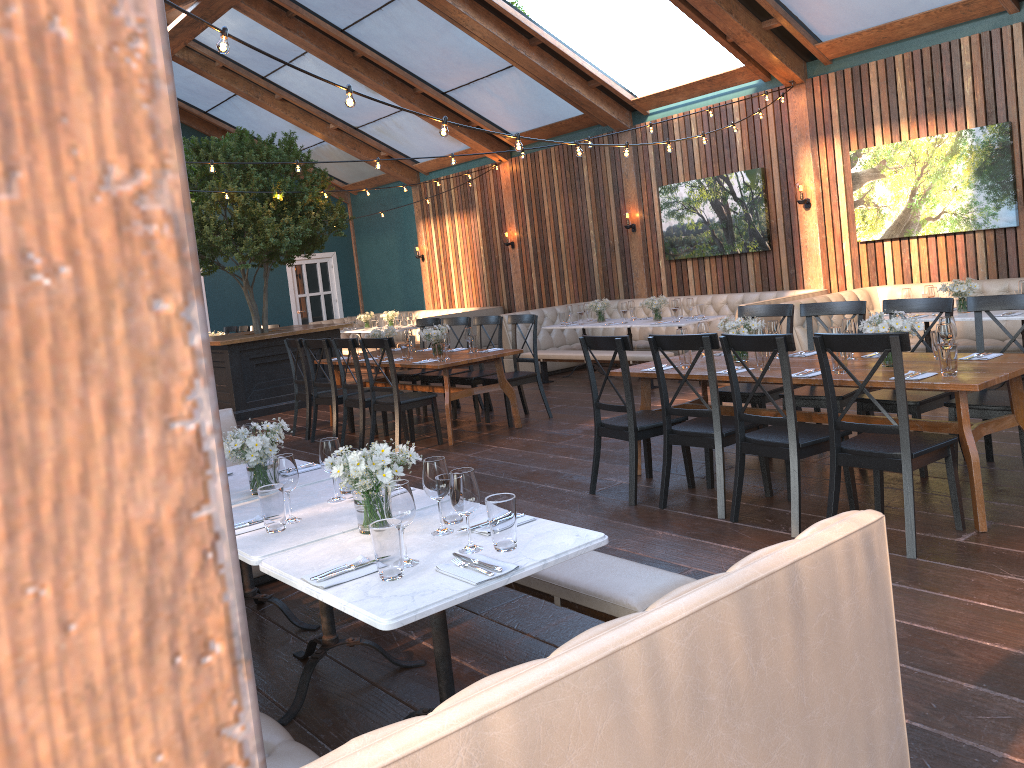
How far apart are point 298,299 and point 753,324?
13.82m

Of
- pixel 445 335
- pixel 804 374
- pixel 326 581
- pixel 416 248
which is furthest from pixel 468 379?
pixel 416 248

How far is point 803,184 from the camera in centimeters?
996cm

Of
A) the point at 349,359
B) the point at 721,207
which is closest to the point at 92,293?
the point at 349,359

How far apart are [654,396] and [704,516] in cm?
427

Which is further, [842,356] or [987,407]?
[987,407]

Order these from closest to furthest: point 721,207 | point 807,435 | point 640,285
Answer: point 807,435 → point 721,207 → point 640,285

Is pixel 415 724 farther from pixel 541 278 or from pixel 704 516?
pixel 541 278

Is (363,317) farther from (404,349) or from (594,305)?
(404,349)

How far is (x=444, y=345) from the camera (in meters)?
7.87
